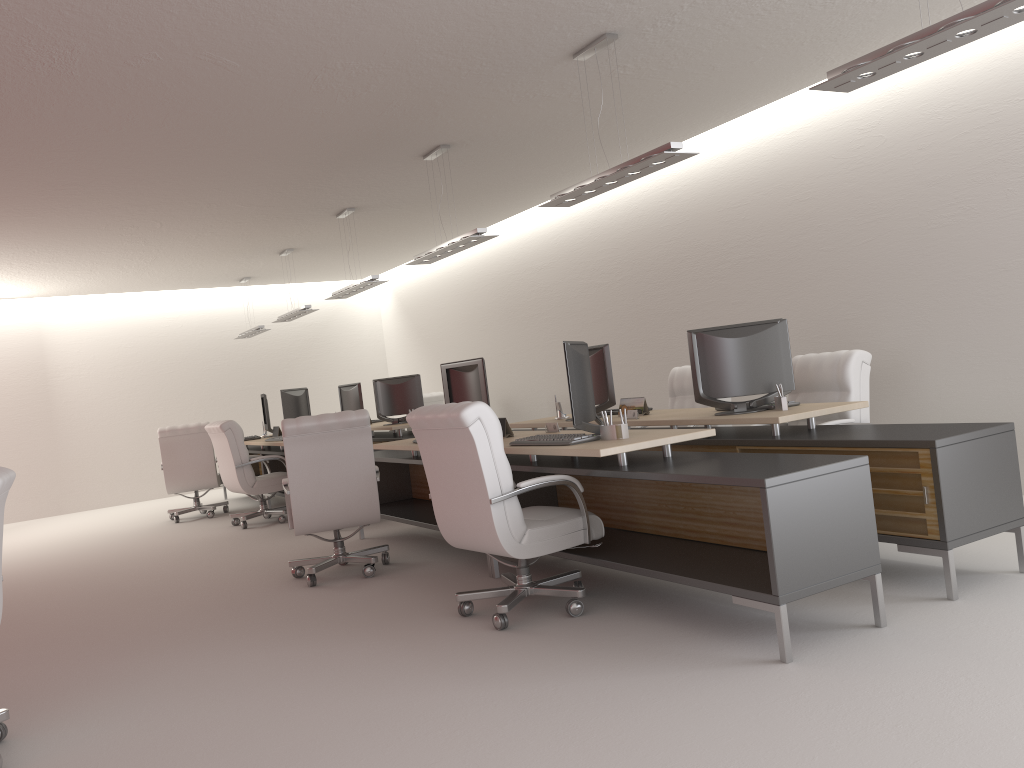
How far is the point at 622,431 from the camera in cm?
657

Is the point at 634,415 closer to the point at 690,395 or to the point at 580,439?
the point at 580,439

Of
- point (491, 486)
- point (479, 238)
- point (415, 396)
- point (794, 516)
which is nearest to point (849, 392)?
point (794, 516)

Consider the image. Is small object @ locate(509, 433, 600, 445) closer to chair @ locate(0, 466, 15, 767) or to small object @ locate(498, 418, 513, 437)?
small object @ locate(498, 418, 513, 437)

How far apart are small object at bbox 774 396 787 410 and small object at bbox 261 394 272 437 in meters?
10.2 m

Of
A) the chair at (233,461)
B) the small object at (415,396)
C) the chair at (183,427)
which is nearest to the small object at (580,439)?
the chair at (233,461)

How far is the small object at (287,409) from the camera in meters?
13.5

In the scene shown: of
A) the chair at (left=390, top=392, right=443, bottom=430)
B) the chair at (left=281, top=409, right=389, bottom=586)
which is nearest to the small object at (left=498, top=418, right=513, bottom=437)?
the chair at (left=281, top=409, right=389, bottom=586)

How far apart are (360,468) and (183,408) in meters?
13.1

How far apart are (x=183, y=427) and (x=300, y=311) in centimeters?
279cm
